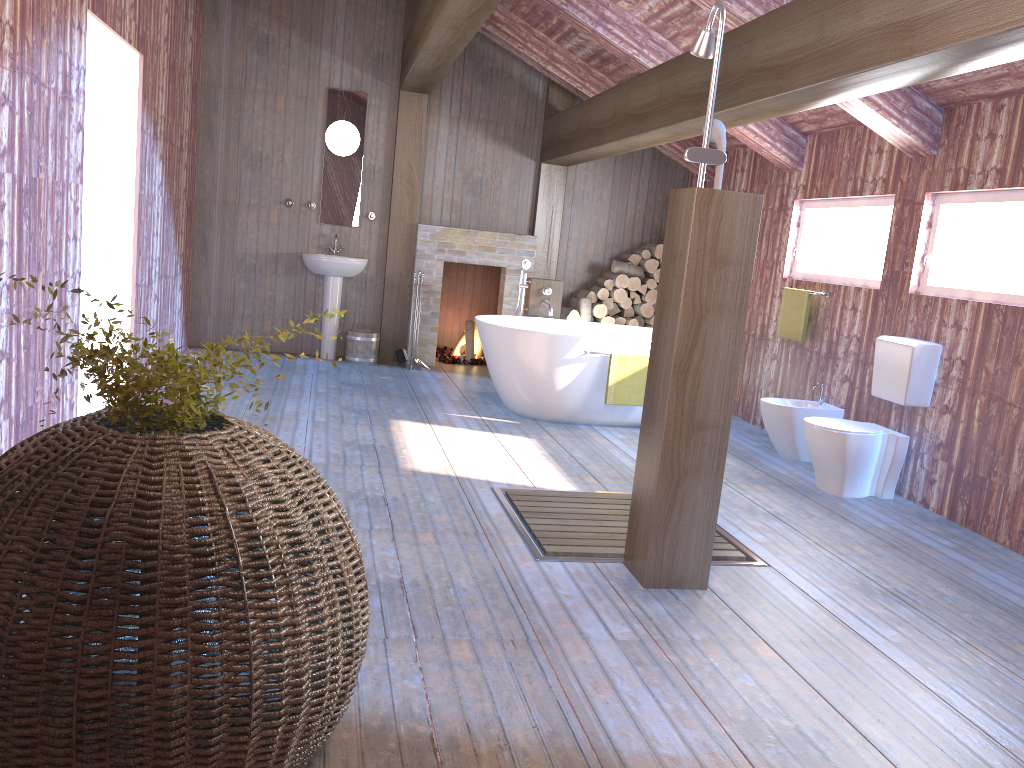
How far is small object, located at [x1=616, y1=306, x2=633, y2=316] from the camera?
8.5m

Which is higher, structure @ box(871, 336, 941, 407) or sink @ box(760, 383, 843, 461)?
structure @ box(871, 336, 941, 407)

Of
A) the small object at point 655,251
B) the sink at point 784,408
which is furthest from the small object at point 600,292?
the sink at point 784,408

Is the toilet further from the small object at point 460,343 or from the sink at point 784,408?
the small object at point 460,343

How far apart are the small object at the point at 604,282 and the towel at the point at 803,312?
2.18m

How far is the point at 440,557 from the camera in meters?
3.4

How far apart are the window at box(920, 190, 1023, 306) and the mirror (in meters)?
4.94

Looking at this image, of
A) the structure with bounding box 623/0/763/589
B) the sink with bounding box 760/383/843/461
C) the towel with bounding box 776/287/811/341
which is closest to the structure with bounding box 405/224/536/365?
the towel with bounding box 776/287/811/341

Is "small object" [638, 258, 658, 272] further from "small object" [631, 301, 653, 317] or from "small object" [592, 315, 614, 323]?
"small object" [592, 315, 614, 323]

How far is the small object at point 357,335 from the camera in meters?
8.0
